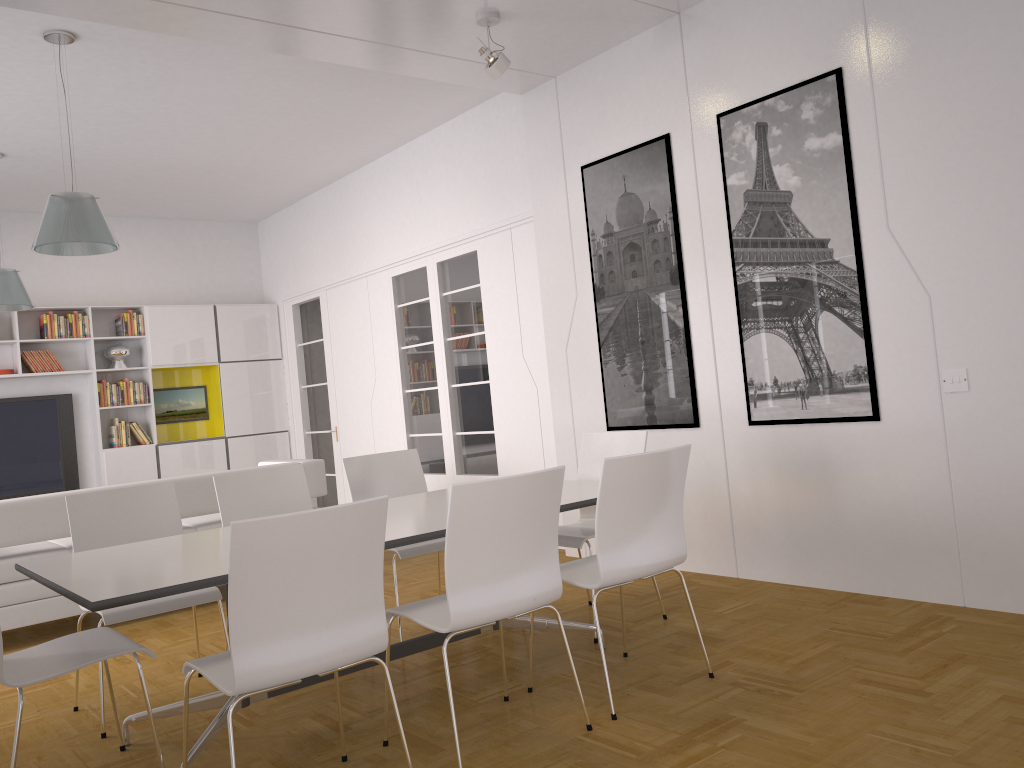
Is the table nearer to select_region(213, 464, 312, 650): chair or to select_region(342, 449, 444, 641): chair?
select_region(342, 449, 444, 641): chair

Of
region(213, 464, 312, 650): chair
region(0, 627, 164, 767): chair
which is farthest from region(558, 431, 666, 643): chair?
region(0, 627, 164, 767): chair

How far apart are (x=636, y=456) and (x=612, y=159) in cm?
299

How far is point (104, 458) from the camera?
9.0 meters

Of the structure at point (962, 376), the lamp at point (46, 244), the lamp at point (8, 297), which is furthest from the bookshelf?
the structure at point (962, 376)

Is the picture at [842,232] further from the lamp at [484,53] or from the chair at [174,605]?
the chair at [174,605]

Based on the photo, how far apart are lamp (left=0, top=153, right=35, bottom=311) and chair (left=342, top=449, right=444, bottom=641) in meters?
3.8 m

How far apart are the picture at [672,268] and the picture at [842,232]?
0.4 meters

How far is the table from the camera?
2.7 meters

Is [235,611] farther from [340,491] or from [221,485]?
[340,491]
